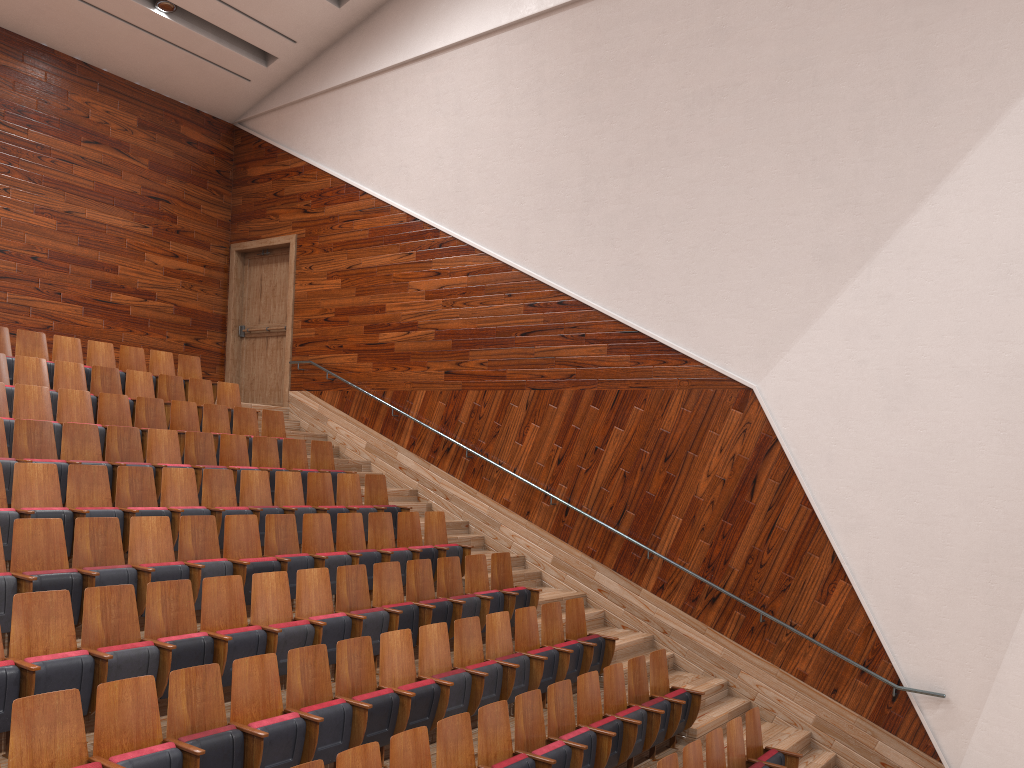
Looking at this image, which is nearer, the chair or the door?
the chair

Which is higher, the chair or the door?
the door

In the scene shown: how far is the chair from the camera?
0.4m

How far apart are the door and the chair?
0.1m

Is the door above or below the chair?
above

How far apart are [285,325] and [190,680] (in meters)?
0.87

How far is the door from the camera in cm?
126

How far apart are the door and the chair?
0.14m

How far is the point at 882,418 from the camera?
0.76m

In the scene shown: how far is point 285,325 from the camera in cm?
126
